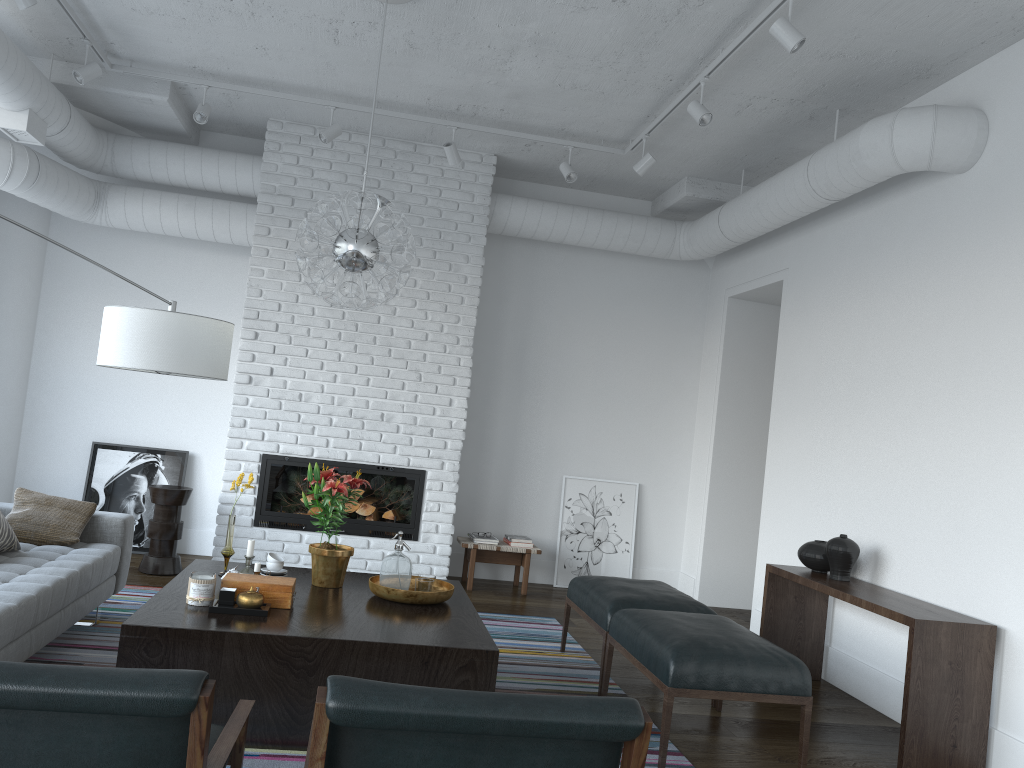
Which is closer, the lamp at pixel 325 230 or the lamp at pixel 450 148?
the lamp at pixel 325 230

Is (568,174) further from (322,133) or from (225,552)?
(225,552)

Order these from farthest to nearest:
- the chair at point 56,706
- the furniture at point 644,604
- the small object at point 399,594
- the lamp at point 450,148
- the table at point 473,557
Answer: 1. the table at point 473,557
2. the lamp at point 450,148
3. the furniture at point 644,604
4. the small object at point 399,594
5. the chair at point 56,706

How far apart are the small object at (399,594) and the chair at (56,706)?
1.4m

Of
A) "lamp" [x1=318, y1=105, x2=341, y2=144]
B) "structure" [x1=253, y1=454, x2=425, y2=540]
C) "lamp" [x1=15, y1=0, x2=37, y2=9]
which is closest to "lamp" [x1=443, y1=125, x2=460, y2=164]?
"lamp" [x1=318, y1=105, x2=341, y2=144]

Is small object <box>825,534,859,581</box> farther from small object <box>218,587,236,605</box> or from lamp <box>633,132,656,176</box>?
small object <box>218,587,236,605</box>

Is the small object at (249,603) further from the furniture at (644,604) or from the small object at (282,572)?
the furniture at (644,604)

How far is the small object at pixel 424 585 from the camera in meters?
3.9 m

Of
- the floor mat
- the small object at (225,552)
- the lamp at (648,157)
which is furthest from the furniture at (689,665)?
the lamp at (648,157)

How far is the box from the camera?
3.5m
